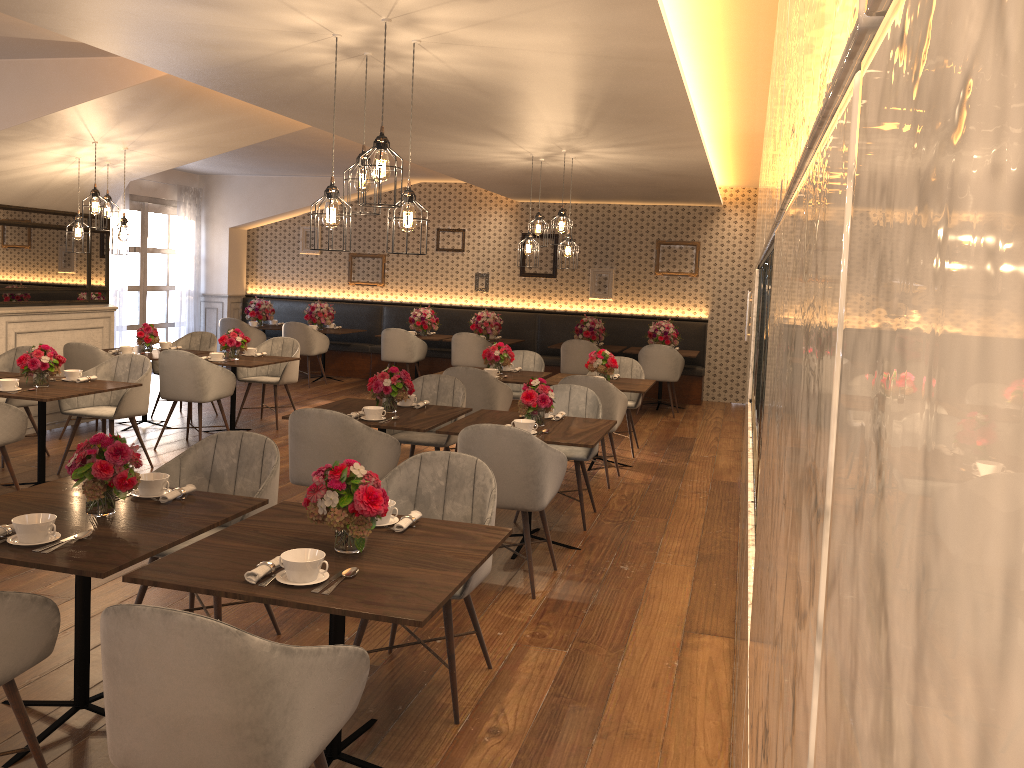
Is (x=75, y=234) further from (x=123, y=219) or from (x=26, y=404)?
(x=26, y=404)

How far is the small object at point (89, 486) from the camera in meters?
A: 3.0

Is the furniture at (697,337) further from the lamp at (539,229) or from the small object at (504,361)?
the lamp at (539,229)

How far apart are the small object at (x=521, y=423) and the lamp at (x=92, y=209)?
3.9 meters

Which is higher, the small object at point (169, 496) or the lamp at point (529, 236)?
the lamp at point (529, 236)

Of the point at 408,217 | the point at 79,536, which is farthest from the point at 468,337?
the point at 79,536

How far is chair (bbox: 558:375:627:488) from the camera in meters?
6.8 m

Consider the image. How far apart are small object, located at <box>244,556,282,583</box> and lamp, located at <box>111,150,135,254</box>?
5.27m

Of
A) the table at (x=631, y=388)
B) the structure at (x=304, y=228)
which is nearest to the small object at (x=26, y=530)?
the table at (x=631, y=388)

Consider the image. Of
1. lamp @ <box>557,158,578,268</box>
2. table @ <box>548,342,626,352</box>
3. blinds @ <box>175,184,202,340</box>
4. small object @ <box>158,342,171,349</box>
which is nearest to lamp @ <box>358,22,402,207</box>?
lamp @ <box>557,158,578,268</box>
